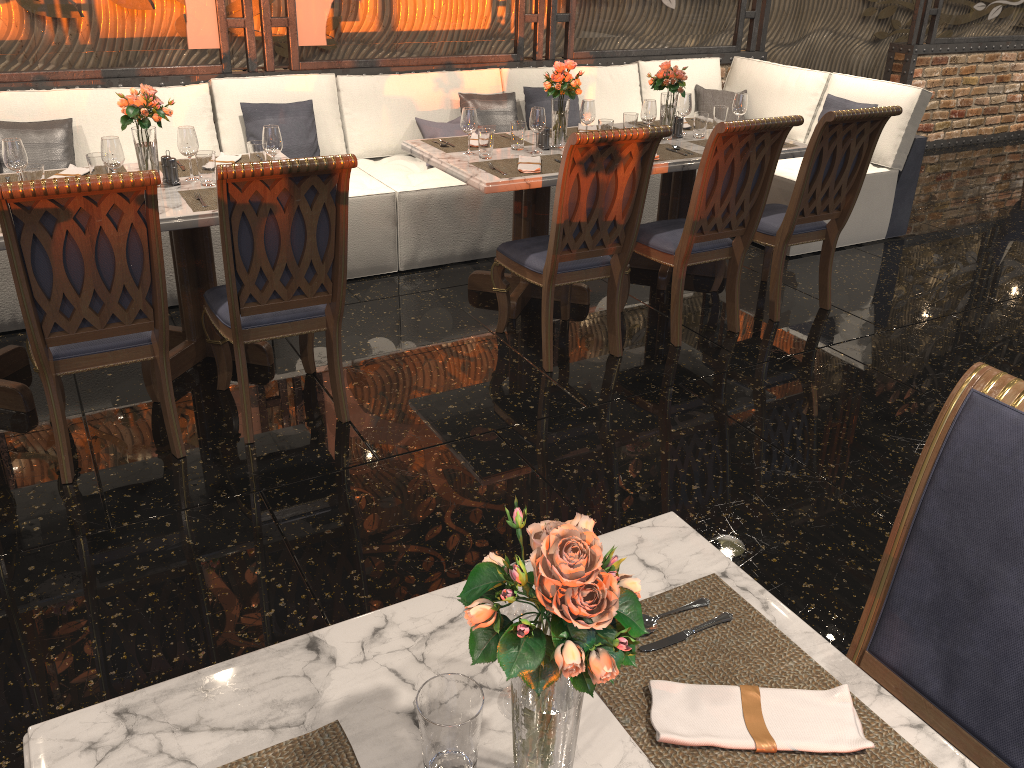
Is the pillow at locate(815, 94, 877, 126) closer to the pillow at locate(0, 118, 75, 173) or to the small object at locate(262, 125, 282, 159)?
the small object at locate(262, 125, 282, 159)

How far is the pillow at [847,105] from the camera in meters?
5.5

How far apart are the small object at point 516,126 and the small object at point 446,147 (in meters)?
0.14

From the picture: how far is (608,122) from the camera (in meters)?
4.31

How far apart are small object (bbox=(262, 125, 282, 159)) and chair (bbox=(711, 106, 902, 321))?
2.3 meters

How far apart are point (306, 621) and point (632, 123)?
3.1m

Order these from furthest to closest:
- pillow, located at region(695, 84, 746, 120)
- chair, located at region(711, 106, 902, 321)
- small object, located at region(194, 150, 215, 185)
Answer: pillow, located at region(695, 84, 746, 120) → chair, located at region(711, 106, 902, 321) → small object, located at region(194, 150, 215, 185)

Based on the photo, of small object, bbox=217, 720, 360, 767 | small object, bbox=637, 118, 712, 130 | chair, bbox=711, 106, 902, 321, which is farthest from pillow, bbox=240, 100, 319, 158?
small object, bbox=217, 720, 360, 767

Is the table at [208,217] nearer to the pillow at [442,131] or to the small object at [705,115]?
the pillow at [442,131]

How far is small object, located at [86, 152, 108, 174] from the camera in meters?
3.4 m
